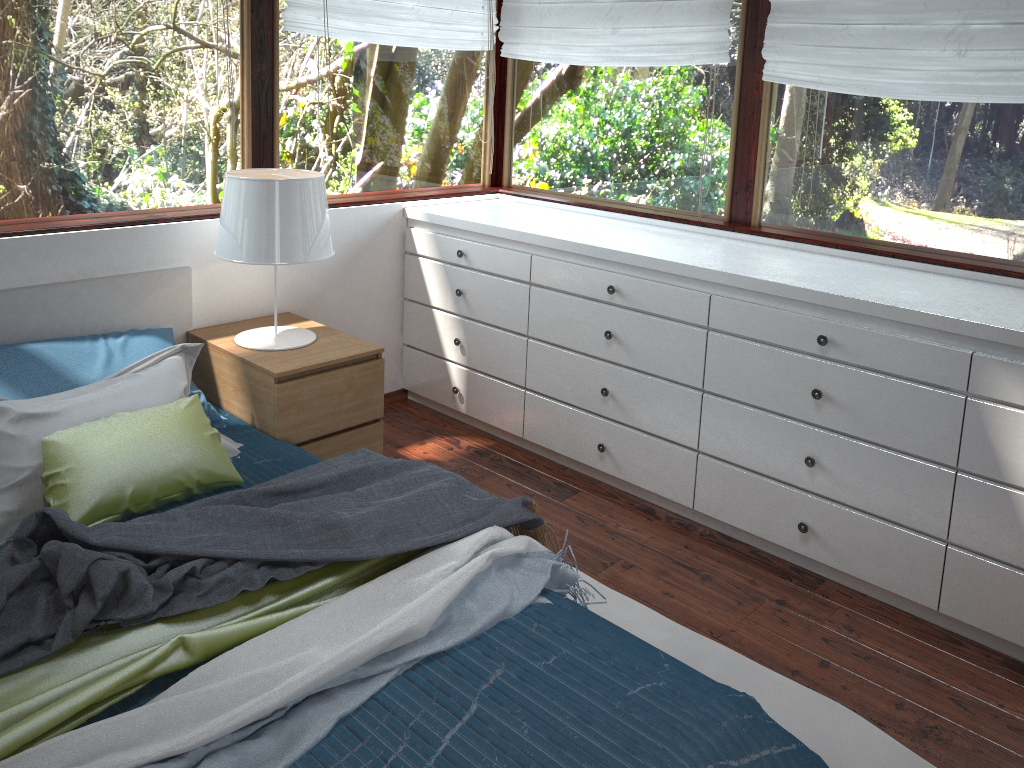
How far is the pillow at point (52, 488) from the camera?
2.22m

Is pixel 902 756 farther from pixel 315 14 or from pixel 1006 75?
pixel 315 14

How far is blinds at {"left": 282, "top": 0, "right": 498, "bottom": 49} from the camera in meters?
3.3 m

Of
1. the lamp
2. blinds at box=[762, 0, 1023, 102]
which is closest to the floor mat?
the lamp

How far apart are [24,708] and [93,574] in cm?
27

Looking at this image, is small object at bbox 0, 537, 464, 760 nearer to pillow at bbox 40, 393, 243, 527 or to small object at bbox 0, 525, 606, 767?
small object at bbox 0, 525, 606, 767

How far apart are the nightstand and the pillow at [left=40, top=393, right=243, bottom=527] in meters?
0.3

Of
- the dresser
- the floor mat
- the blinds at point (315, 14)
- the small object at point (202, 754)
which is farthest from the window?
the small object at point (202, 754)

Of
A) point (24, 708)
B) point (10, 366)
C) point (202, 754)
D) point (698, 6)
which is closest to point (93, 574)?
point (24, 708)

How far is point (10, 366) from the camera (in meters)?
2.58
